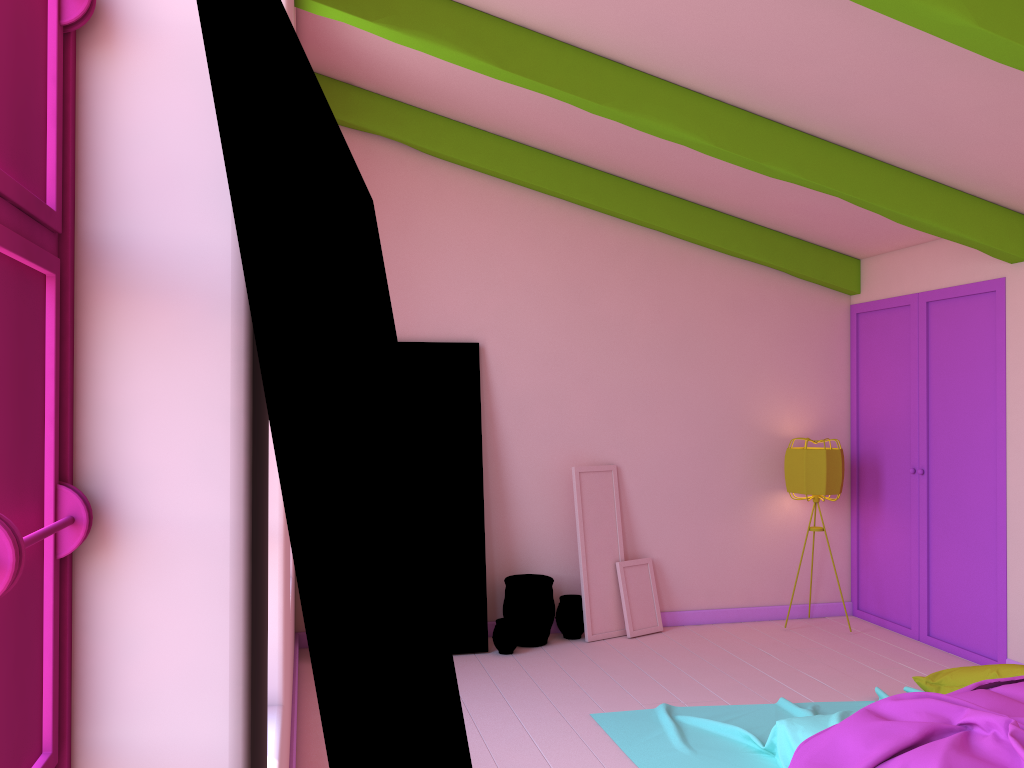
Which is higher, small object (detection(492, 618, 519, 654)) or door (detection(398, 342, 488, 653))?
door (detection(398, 342, 488, 653))

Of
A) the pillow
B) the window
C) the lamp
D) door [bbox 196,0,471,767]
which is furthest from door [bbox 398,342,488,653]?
the window

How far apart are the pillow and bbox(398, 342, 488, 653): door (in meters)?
2.75

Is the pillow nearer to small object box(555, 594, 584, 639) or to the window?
small object box(555, 594, 584, 639)

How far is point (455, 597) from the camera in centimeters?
624cm

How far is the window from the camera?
0.86m

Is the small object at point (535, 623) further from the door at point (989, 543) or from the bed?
the door at point (989, 543)

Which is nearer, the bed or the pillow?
the bed

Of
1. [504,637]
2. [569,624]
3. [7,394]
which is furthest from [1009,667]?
[7,394]

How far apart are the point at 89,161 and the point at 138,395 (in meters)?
0.28
